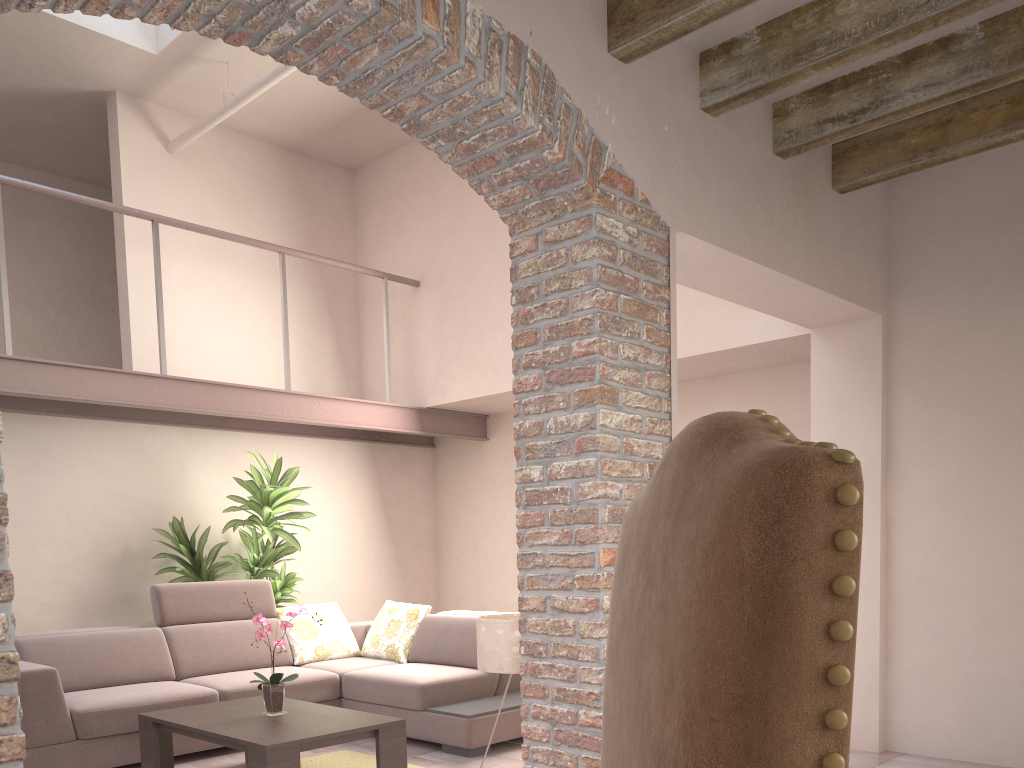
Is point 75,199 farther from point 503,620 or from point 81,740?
point 503,620

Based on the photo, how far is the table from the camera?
3.70m

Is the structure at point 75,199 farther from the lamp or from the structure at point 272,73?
the lamp

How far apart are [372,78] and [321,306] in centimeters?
503cm

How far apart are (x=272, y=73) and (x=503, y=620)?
4.1m

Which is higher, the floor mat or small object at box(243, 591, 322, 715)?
small object at box(243, 591, 322, 715)

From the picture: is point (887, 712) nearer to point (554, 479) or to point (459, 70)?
point (554, 479)

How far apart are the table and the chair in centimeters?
284cm

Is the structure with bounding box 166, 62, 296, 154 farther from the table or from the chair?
the chair

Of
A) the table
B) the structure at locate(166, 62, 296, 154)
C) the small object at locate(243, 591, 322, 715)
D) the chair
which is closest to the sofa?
the table
